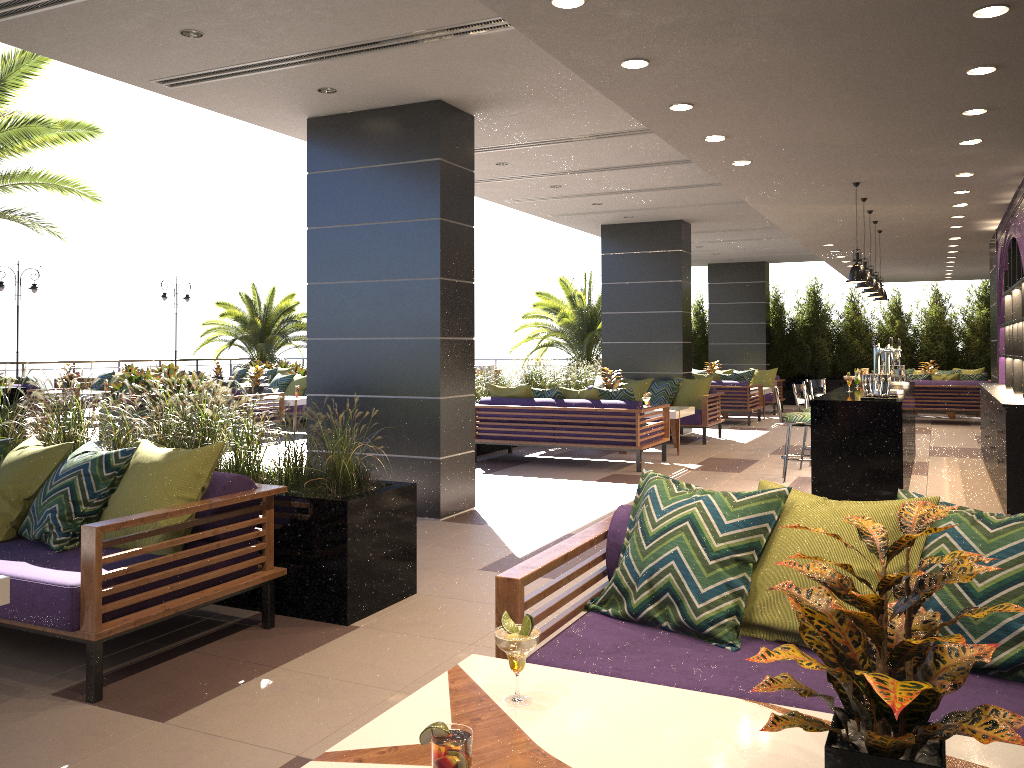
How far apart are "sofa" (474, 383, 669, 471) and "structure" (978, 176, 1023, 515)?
3.31m

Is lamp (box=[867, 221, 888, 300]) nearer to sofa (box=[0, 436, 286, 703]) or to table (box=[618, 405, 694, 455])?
table (box=[618, 405, 694, 455])

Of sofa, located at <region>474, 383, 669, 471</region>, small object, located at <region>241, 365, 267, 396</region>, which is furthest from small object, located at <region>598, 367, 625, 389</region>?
small object, located at <region>241, 365, 267, 396</region>

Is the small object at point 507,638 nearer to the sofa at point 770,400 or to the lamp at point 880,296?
the lamp at point 880,296

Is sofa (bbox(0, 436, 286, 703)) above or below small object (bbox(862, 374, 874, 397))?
below

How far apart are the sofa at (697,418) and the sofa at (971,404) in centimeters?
466cm

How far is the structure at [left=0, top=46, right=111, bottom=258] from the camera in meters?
10.9

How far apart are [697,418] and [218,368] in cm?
1175

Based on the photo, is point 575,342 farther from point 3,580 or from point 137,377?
point 3,580

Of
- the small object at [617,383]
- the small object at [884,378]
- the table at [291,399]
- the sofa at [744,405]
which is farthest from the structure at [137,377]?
the small object at [884,378]
